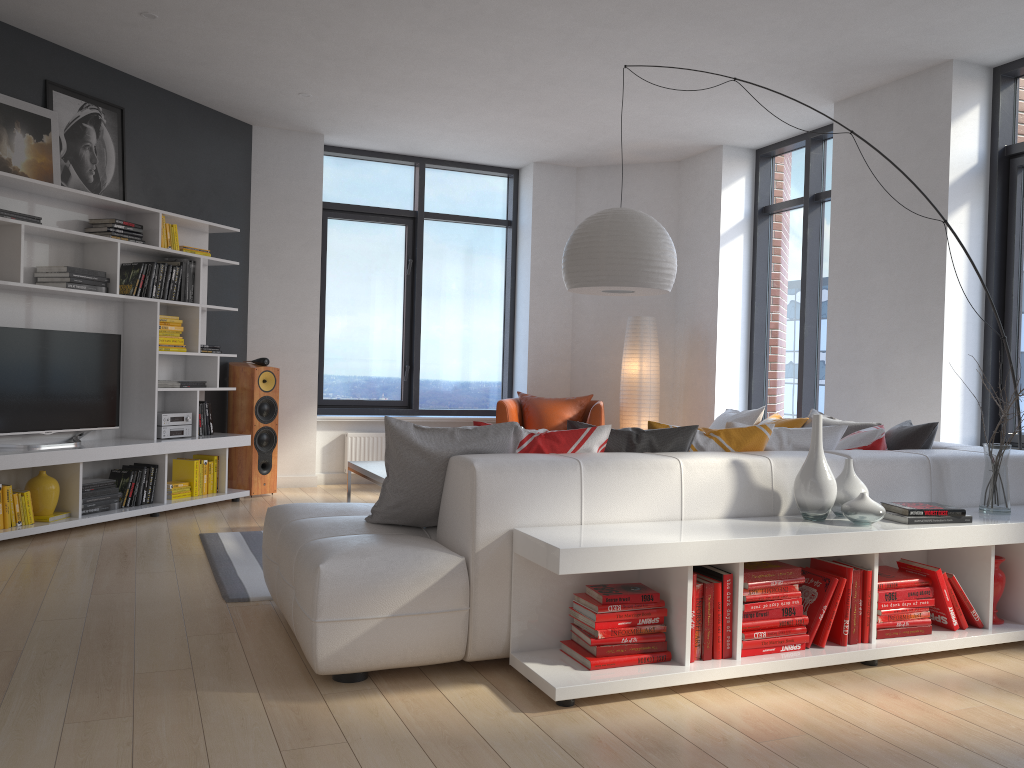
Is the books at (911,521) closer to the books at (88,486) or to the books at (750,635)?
the books at (750,635)

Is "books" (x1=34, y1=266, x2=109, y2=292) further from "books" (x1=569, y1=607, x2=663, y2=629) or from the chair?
"books" (x1=569, y1=607, x2=663, y2=629)

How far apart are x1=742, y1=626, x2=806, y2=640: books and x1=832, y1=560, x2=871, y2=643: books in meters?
0.3 m

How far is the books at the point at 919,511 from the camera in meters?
3.3 m

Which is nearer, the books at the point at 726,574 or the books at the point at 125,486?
the books at the point at 726,574

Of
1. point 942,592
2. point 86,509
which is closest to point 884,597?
point 942,592

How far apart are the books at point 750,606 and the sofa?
0.4 meters

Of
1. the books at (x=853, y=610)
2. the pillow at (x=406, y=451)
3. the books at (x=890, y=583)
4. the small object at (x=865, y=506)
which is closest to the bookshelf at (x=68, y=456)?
the pillow at (x=406, y=451)

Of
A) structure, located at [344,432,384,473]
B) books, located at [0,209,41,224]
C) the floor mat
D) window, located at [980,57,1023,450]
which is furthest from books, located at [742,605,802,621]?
structure, located at [344,432,384,473]

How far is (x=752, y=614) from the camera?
3.04m
